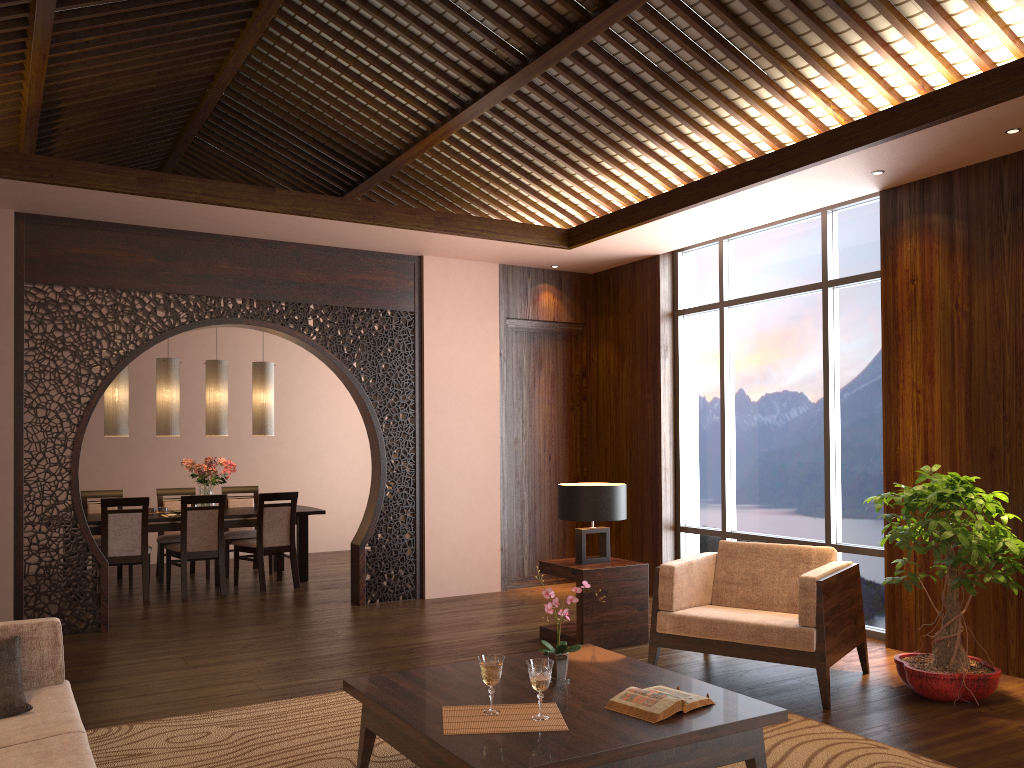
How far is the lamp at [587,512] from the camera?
5.4m

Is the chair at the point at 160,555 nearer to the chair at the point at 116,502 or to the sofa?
the chair at the point at 116,502

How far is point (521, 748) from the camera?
2.6 meters

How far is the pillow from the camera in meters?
2.9 m

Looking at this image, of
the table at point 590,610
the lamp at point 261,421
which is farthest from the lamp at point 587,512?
the lamp at point 261,421

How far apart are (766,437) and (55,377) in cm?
499

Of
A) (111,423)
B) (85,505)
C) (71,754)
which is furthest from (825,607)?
(85,505)

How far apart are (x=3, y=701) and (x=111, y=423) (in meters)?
5.11

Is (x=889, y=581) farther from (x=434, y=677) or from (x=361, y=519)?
(x=361, y=519)

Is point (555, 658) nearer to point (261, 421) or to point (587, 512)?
point (587, 512)
